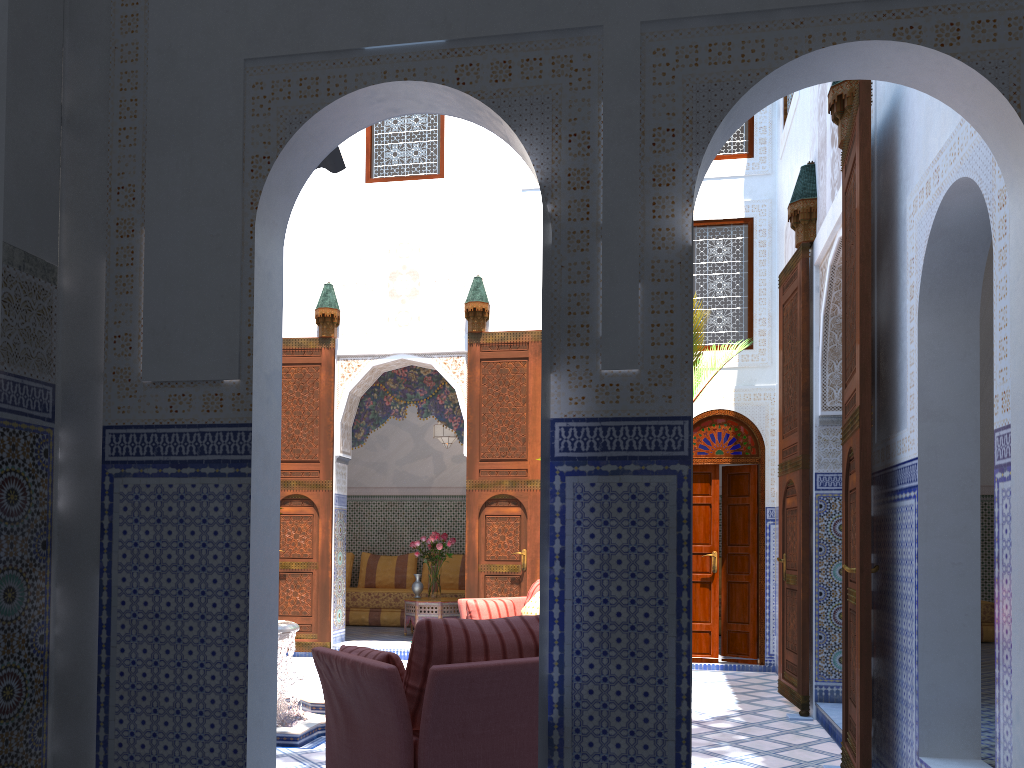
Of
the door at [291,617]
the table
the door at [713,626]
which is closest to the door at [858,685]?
the door at [713,626]

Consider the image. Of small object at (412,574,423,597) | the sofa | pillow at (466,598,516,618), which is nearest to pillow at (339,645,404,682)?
pillow at (466,598,516,618)

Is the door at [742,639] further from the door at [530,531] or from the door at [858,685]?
the door at [858,685]

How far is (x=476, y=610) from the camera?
5.5m

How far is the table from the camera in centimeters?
737cm

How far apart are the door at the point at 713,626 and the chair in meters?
3.8 m

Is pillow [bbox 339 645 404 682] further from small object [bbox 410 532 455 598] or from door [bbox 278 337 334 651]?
small object [bbox 410 532 455 598]

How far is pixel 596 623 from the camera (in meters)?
1.89

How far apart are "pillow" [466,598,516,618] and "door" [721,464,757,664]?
1.74m

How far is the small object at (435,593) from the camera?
7.55m
